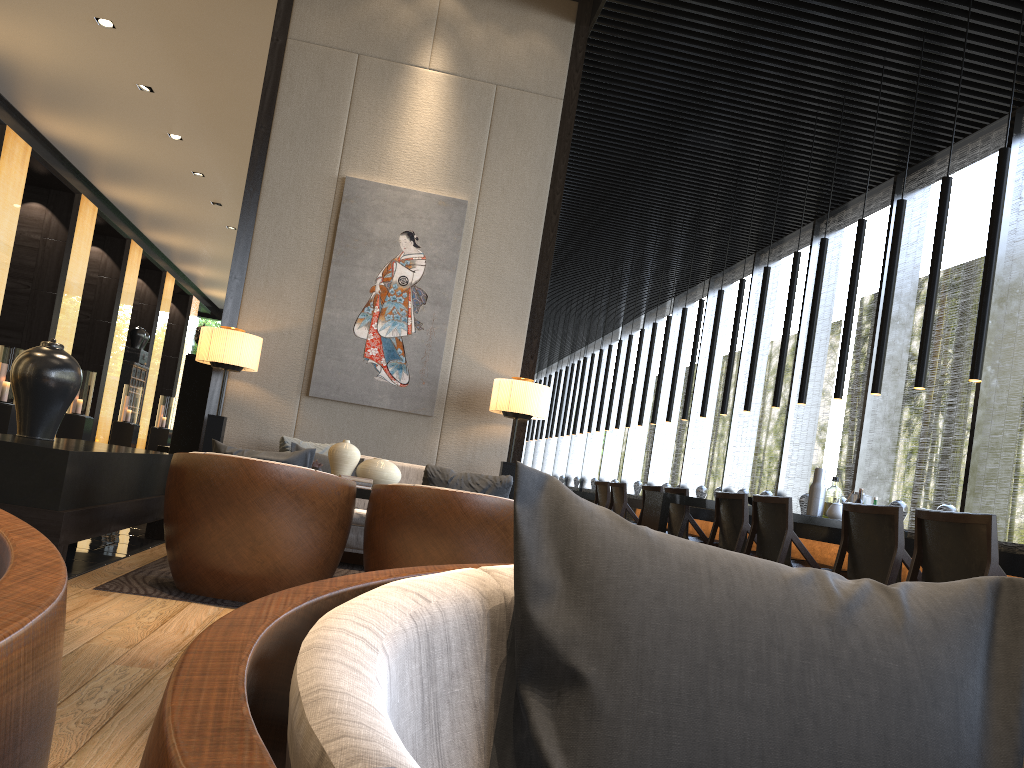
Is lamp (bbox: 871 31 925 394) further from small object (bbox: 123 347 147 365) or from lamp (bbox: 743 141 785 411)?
small object (bbox: 123 347 147 365)

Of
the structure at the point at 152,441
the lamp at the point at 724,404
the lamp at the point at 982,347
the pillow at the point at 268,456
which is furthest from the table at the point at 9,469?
the structure at the point at 152,441

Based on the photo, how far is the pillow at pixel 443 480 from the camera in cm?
370

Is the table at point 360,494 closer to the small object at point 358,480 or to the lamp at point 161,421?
the small object at point 358,480

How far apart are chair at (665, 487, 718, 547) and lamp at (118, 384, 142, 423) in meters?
13.7

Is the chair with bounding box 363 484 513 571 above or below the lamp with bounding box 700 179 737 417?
below

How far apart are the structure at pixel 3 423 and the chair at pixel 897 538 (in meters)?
10.79

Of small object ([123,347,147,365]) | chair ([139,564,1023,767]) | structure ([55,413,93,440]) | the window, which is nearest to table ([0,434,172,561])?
chair ([139,564,1023,767])

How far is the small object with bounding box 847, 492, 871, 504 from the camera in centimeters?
616cm

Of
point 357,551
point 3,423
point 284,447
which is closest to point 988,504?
point 357,551
